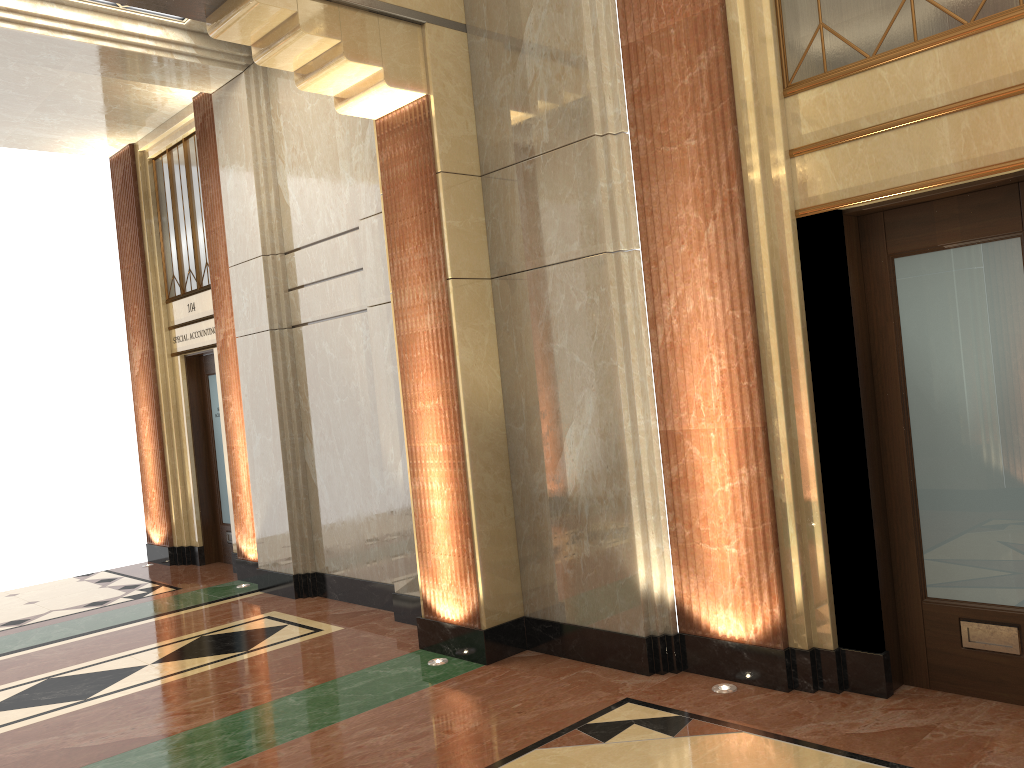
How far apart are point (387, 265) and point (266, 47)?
1.40m
